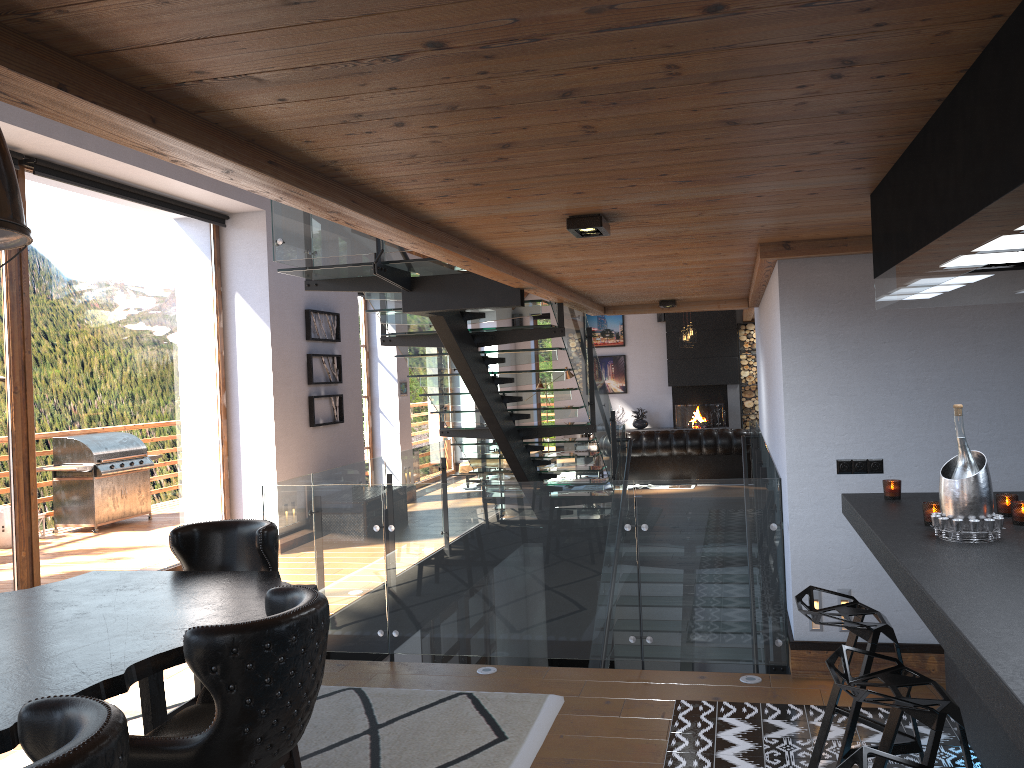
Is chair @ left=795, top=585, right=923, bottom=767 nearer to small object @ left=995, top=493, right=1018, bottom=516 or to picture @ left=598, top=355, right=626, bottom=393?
small object @ left=995, top=493, right=1018, bottom=516

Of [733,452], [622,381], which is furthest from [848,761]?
[622,381]

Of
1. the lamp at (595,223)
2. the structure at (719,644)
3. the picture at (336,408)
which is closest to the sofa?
the structure at (719,644)

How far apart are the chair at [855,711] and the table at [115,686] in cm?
193

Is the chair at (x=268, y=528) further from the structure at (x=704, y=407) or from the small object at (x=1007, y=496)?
the structure at (x=704, y=407)

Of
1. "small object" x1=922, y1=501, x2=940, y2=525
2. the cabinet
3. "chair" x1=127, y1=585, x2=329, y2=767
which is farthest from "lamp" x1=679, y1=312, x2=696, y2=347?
"chair" x1=127, y1=585, x2=329, y2=767

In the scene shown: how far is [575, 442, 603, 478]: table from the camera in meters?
14.2 m

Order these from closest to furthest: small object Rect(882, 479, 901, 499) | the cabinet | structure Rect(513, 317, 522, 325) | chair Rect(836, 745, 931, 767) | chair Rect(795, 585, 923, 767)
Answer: the cabinet < chair Rect(836, 745, 931, 767) < chair Rect(795, 585, 923, 767) < small object Rect(882, 479, 901, 499) < structure Rect(513, 317, 522, 325)

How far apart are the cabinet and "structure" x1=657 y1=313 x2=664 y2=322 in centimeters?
1454cm

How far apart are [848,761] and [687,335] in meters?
13.5
